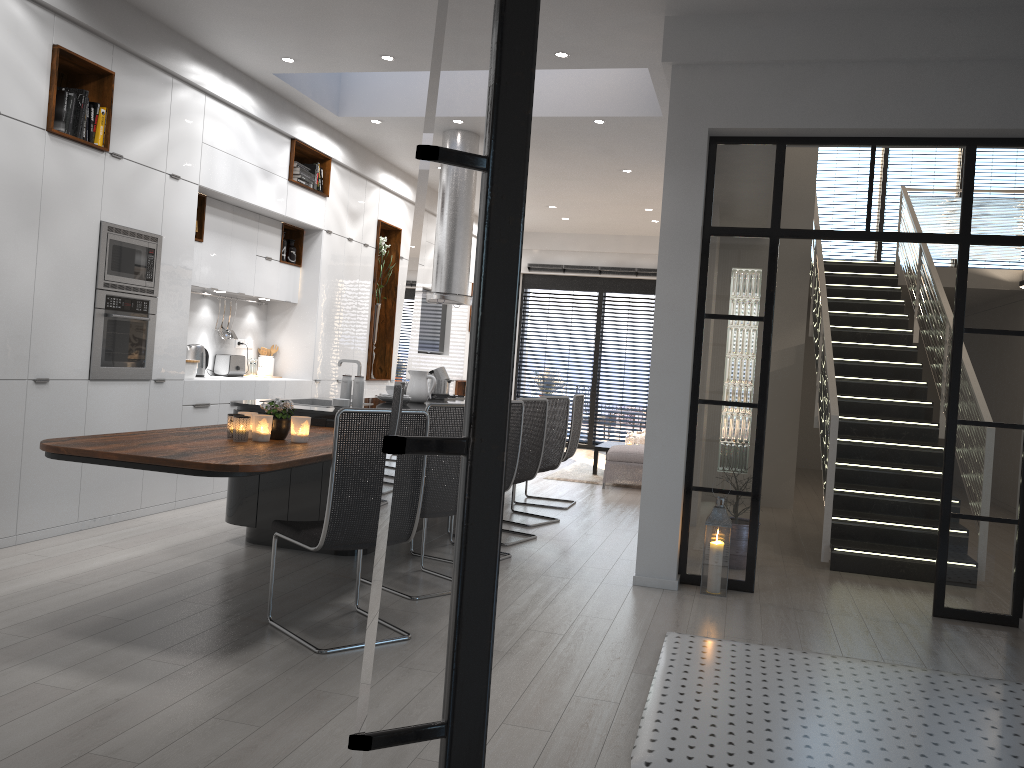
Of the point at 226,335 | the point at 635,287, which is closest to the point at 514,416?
the point at 226,335

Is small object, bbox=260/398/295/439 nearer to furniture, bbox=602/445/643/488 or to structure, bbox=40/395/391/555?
structure, bbox=40/395/391/555

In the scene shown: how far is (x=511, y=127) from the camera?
1.6m

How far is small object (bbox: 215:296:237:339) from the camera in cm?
783

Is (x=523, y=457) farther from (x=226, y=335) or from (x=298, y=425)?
(x=226, y=335)

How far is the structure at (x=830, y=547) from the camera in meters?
6.1 m

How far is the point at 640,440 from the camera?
11.6m

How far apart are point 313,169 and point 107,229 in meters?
2.9

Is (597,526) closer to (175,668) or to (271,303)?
(271,303)

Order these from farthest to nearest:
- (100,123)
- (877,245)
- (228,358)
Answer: (877,245) < (228,358) < (100,123)
